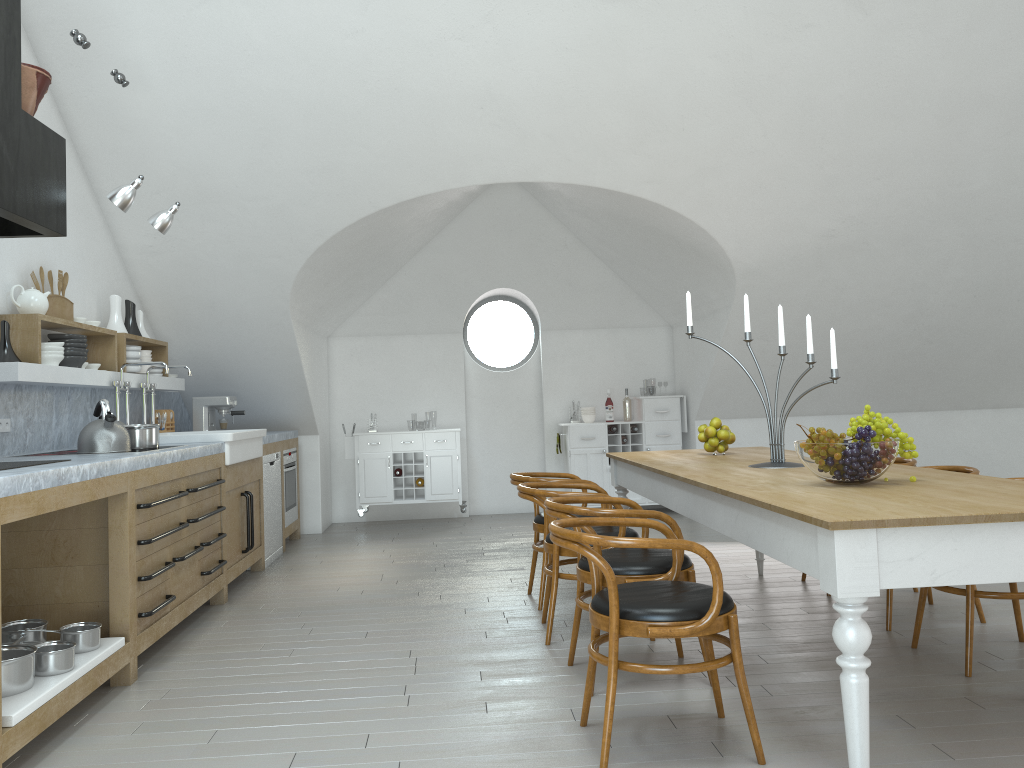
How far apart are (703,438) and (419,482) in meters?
3.9

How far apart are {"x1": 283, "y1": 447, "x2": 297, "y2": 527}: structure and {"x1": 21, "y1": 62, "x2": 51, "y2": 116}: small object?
4.17m

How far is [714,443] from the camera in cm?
495

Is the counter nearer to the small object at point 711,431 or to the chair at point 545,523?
the chair at point 545,523

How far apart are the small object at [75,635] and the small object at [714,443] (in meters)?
3.18

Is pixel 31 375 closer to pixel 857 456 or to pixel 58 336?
pixel 58 336

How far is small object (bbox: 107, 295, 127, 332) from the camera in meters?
5.9 m

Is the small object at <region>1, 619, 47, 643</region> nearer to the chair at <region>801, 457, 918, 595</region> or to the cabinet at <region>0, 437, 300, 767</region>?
the cabinet at <region>0, 437, 300, 767</region>

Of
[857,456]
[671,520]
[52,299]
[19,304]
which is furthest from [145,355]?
[857,456]

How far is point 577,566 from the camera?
3.69m
